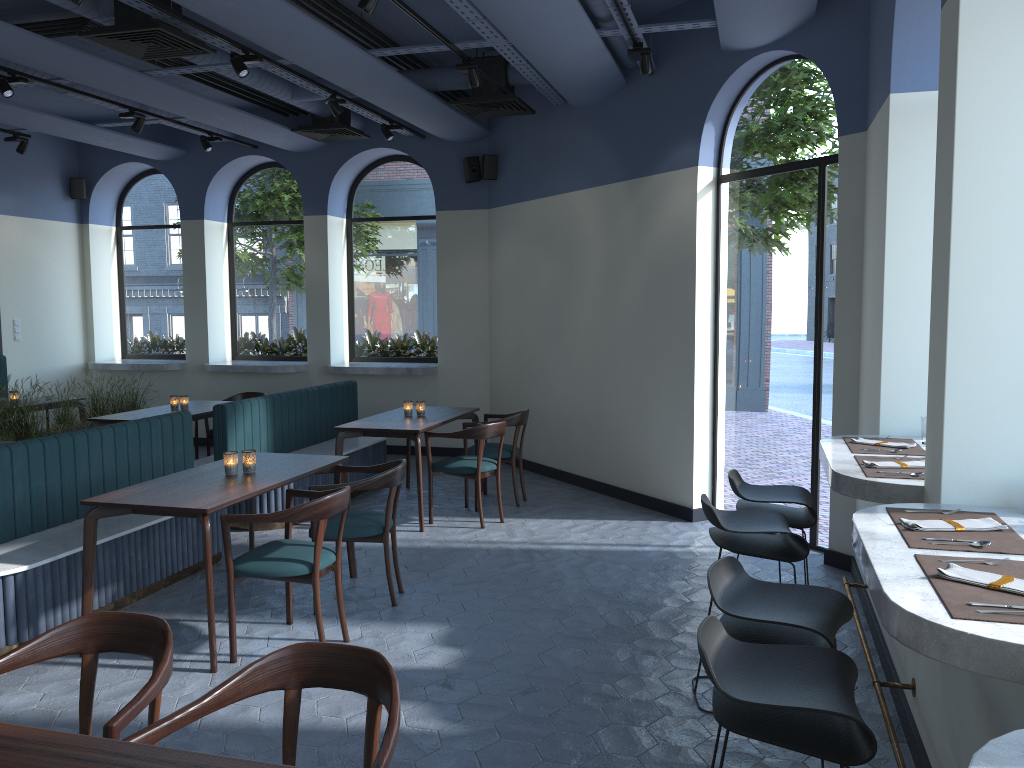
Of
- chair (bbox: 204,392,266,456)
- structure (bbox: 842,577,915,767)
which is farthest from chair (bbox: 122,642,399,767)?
chair (bbox: 204,392,266,456)

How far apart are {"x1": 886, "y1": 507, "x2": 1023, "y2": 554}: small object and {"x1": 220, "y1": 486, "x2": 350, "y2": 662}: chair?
2.4 meters

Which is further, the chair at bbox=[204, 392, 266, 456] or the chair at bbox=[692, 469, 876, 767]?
the chair at bbox=[204, 392, 266, 456]

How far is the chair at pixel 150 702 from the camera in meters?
2.2

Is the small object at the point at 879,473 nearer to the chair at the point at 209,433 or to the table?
the table

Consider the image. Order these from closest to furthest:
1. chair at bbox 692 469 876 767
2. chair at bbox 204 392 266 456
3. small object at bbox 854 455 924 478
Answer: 1. chair at bbox 692 469 876 767
2. small object at bbox 854 455 924 478
3. chair at bbox 204 392 266 456

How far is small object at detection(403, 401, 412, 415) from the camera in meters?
7.3

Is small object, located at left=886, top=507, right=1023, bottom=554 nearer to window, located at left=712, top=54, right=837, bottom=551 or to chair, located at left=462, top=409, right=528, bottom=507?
window, located at left=712, top=54, right=837, bottom=551

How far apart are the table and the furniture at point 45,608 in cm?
24

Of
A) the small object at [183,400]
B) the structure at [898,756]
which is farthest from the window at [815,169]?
the small object at [183,400]
